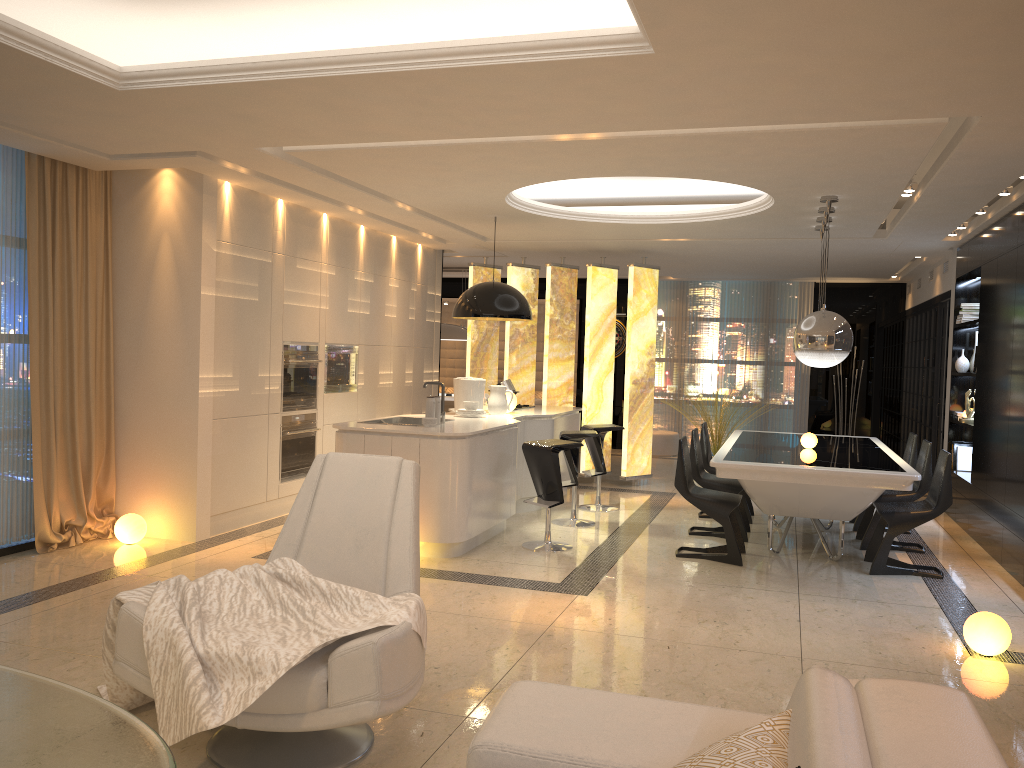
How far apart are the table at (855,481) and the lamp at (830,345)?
0.7 meters

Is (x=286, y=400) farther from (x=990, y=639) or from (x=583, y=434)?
(x=990, y=639)

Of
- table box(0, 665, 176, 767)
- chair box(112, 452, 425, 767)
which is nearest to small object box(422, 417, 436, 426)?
chair box(112, 452, 425, 767)

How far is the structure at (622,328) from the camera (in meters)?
13.80

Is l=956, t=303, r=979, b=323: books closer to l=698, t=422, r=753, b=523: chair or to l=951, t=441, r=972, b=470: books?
l=951, t=441, r=972, b=470: books

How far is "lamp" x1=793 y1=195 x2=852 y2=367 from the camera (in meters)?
6.19

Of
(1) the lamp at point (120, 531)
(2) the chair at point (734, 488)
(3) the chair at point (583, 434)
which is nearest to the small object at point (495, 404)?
(3) the chair at point (583, 434)

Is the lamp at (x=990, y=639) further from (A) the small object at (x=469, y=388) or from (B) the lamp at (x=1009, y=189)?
(A) the small object at (x=469, y=388)

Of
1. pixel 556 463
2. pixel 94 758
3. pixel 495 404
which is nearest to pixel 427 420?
pixel 556 463

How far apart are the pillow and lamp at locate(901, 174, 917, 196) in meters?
5.3 m
